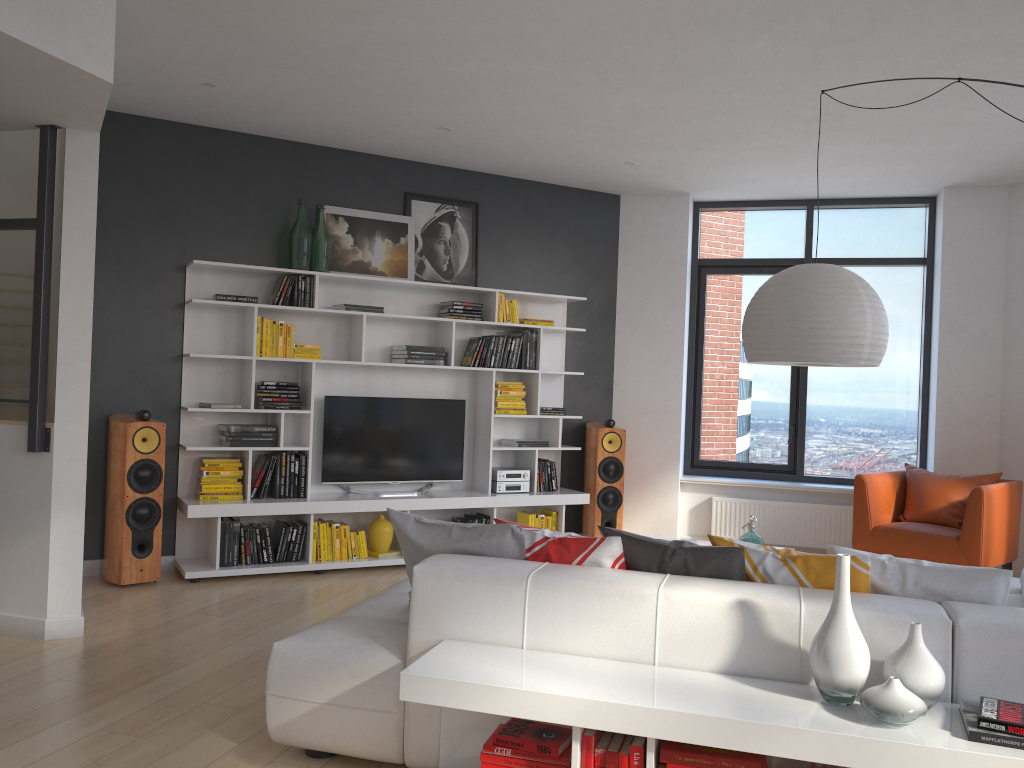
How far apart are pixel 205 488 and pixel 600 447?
3.00m

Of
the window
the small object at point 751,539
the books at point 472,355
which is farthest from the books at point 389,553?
the window

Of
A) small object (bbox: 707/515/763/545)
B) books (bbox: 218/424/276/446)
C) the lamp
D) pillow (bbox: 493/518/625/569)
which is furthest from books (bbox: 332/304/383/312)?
pillow (bbox: 493/518/625/569)

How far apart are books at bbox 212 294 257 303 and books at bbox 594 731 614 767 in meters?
4.2 m

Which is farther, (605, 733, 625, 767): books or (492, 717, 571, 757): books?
(492, 717, 571, 757): books

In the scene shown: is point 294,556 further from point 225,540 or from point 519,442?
point 519,442

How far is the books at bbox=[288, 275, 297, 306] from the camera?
6.06m

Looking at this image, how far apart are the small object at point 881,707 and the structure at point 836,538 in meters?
5.0 m

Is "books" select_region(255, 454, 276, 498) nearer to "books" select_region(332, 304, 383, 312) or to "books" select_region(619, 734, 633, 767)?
"books" select_region(332, 304, 383, 312)

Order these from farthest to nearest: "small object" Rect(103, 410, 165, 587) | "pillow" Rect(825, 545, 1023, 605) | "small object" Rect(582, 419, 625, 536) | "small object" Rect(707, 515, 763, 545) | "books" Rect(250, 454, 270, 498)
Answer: "small object" Rect(582, 419, 625, 536) < "books" Rect(250, 454, 270, 498) < "small object" Rect(103, 410, 165, 587) < "small object" Rect(707, 515, 763, 545) < "pillow" Rect(825, 545, 1023, 605)
